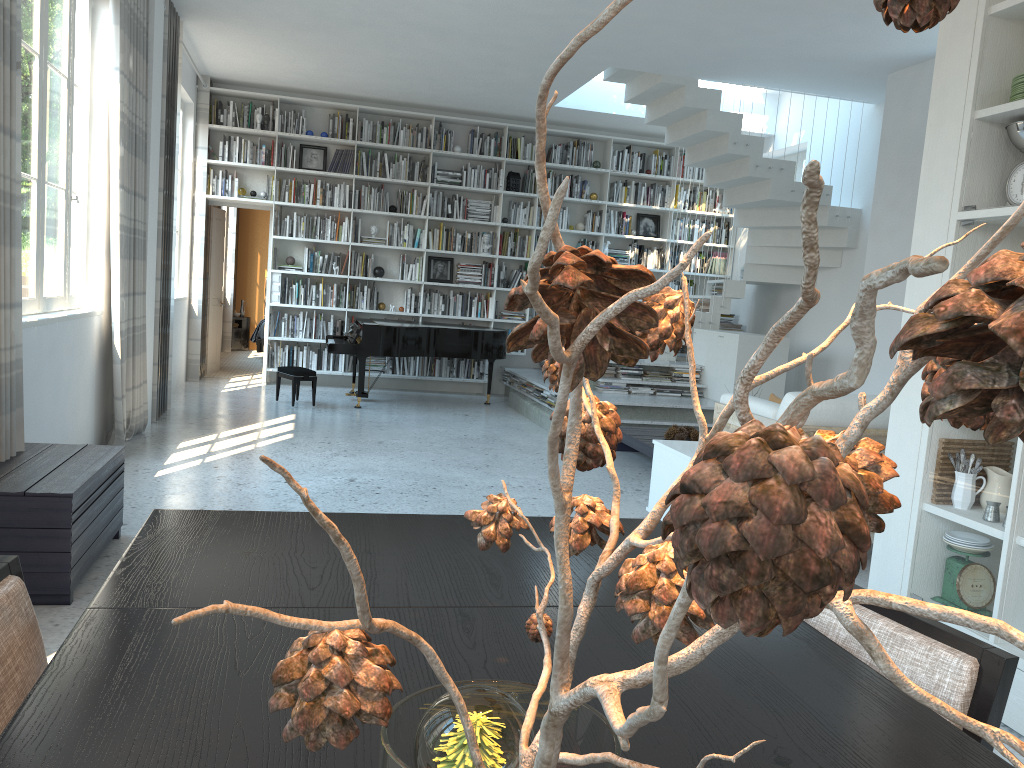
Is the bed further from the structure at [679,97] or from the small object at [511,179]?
the structure at [679,97]

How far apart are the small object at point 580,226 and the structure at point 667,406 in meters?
1.8 m

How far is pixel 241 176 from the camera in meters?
9.8 m

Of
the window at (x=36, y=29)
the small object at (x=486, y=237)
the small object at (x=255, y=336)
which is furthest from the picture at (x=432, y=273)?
the window at (x=36, y=29)

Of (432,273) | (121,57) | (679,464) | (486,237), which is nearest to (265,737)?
(679,464)

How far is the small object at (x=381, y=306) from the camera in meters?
10.2 m

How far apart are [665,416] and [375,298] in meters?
3.8

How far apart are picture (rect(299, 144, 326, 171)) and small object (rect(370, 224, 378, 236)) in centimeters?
85cm

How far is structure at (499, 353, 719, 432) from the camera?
7.95m

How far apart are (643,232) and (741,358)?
3.2 meters
